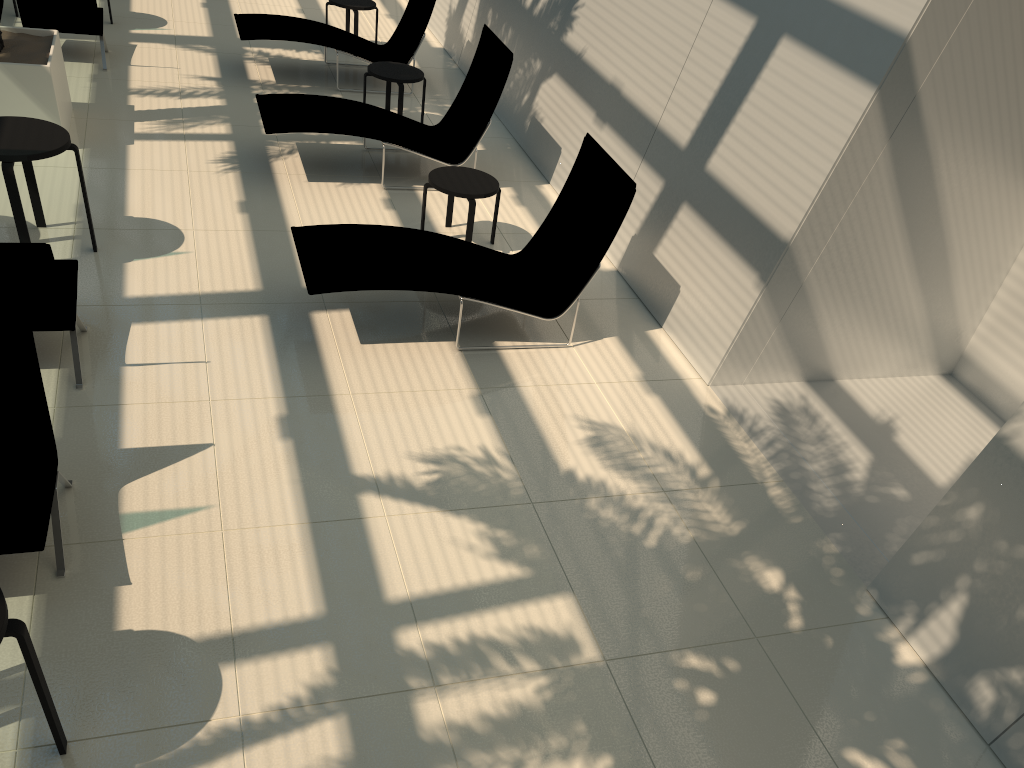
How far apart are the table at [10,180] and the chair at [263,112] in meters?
1.9 m

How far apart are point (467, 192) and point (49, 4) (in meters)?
5.38

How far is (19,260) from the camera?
4.60m

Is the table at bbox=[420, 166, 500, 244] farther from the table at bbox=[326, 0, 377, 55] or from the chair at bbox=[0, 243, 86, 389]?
the table at bbox=[326, 0, 377, 55]

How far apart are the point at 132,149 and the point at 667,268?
5.0 meters

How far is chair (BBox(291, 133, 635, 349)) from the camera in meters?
5.8 m

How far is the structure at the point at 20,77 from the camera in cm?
730

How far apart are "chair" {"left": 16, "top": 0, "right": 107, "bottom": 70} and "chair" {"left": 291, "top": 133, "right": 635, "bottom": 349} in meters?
5.0

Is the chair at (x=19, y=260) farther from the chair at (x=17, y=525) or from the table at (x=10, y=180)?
the chair at (x=17, y=525)

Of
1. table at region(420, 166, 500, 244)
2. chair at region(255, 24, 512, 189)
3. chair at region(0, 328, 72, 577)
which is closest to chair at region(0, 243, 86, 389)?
chair at region(0, 328, 72, 577)
